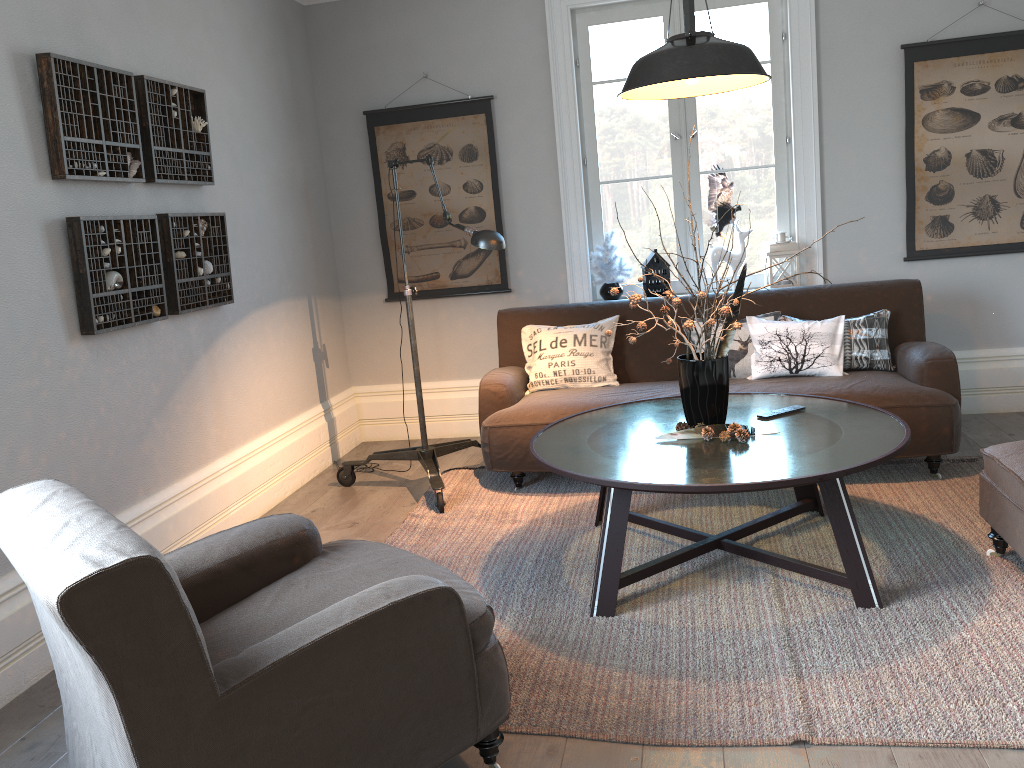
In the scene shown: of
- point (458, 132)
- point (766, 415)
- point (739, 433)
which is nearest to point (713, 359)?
point (739, 433)

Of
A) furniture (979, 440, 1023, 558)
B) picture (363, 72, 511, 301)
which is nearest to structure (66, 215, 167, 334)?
picture (363, 72, 511, 301)

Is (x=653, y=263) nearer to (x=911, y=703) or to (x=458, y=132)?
(x=458, y=132)

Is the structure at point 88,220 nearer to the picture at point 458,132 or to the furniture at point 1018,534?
the picture at point 458,132

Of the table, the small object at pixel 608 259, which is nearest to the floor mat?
the table

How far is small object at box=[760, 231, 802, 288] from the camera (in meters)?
4.82

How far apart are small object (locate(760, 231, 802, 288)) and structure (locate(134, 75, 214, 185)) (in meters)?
2.87

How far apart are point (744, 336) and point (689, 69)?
1.8m

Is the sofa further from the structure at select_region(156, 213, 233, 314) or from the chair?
the chair

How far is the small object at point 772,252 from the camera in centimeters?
482cm
